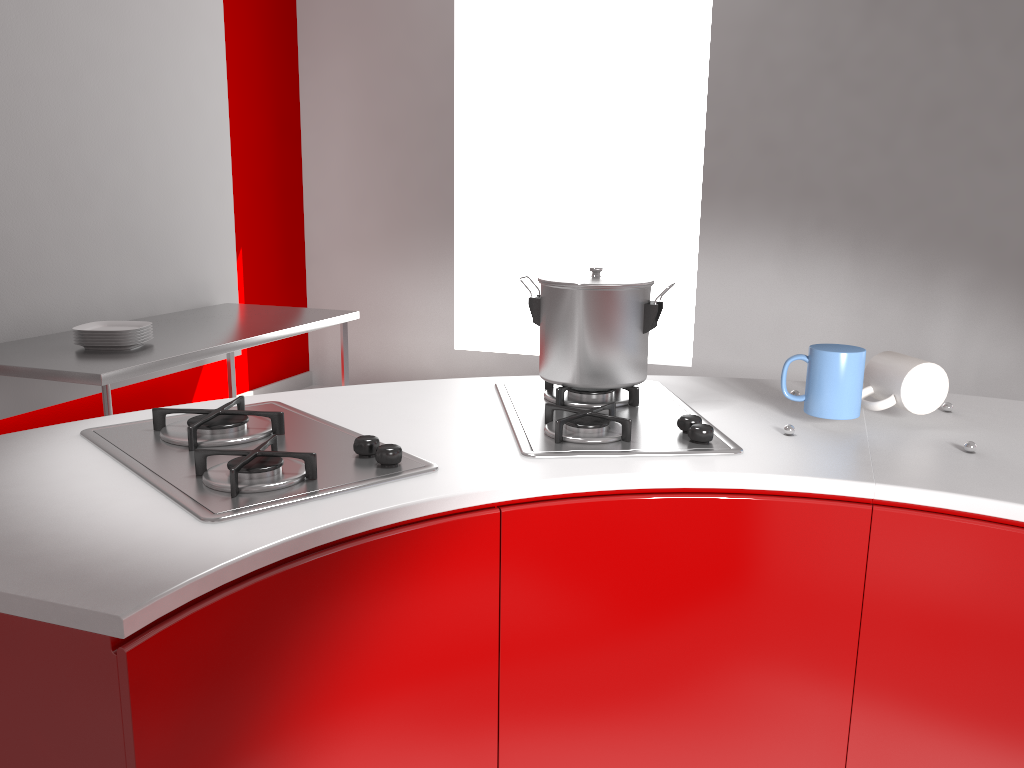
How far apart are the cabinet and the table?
1.94m

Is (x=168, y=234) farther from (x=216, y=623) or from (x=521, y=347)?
(x=216, y=623)

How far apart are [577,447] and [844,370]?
0.41m

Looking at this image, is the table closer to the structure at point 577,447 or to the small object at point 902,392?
the structure at point 577,447

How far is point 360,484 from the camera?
1.0 meters

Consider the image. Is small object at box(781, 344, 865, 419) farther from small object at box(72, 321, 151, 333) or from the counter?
small object at box(72, 321, 151, 333)

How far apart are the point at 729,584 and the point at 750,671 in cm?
Result: 12

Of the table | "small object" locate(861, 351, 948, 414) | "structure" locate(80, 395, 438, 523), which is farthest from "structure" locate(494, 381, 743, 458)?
the table

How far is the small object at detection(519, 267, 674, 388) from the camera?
1.4 meters

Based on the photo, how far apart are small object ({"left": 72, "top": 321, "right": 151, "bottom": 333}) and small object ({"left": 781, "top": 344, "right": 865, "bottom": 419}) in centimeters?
235cm
